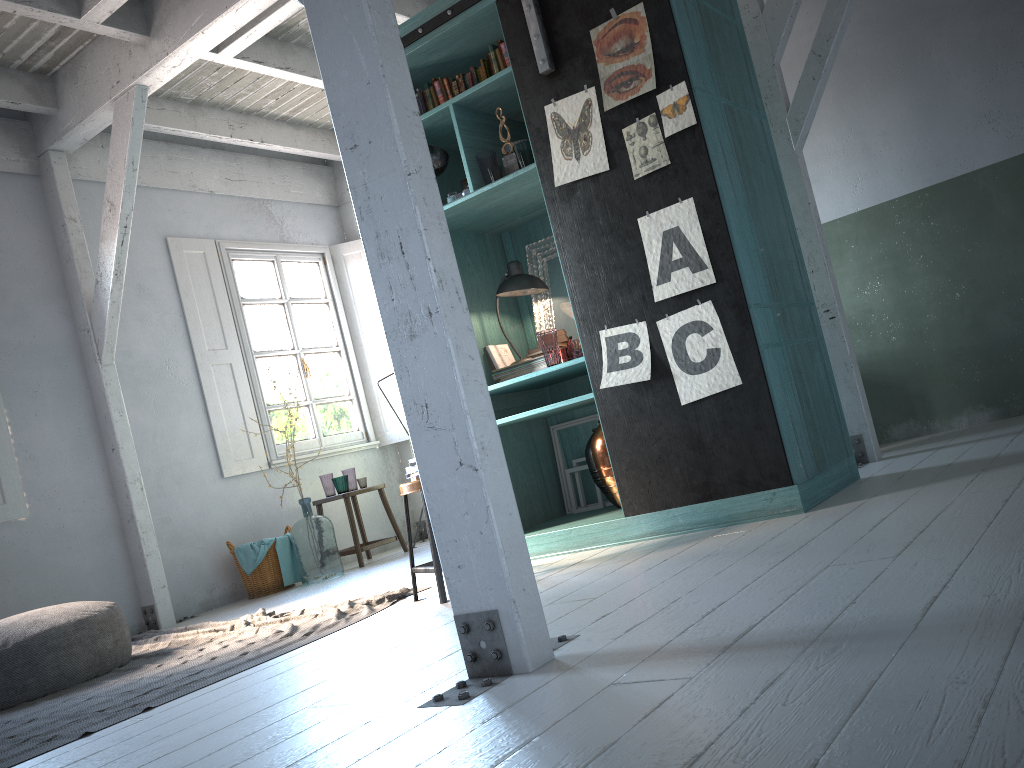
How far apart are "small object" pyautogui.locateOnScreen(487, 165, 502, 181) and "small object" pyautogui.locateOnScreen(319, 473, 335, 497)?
4.4m

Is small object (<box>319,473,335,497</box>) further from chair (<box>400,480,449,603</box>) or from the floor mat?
chair (<box>400,480,449,603</box>)

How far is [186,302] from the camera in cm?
846

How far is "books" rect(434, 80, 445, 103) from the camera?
5.6m

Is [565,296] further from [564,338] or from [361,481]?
[361,481]

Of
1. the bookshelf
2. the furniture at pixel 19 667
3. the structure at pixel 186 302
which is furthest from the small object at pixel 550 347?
the structure at pixel 186 302

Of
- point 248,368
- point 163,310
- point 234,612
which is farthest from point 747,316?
point 163,310

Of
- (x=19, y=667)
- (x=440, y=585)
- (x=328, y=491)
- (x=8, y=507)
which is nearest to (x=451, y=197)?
(x=440, y=585)

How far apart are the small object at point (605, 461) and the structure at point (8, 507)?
4.8 meters

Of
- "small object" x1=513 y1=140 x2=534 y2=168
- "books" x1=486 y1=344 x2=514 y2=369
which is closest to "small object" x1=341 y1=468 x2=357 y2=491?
"books" x1=486 y1=344 x2=514 y2=369
